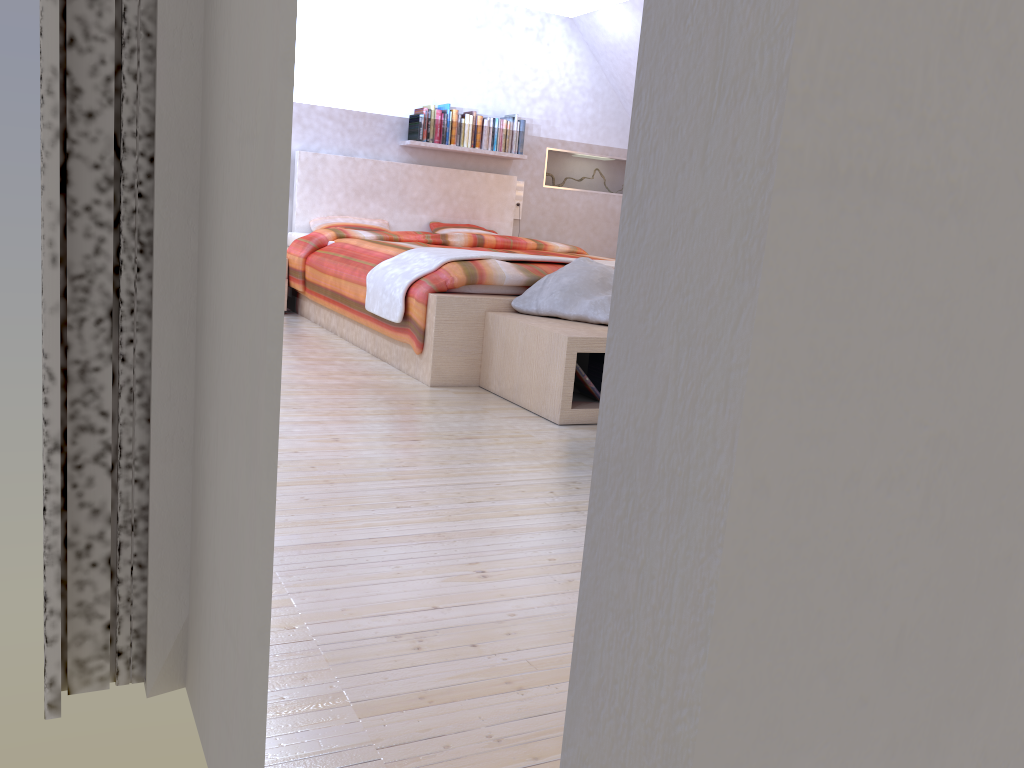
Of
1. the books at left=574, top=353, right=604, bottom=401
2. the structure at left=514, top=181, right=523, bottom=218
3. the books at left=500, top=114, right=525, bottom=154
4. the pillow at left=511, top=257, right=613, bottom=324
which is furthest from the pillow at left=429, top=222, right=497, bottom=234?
the books at left=574, top=353, right=604, bottom=401

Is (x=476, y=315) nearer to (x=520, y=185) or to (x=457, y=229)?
(x=457, y=229)

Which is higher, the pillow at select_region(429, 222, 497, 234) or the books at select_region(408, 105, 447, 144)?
the books at select_region(408, 105, 447, 144)

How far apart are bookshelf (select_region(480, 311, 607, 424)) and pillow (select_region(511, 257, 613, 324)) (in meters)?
0.03

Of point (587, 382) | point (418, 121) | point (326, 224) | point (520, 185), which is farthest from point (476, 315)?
point (520, 185)

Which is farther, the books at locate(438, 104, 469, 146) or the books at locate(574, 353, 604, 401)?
the books at locate(438, 104, 469, 146)

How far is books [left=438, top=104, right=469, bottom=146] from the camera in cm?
624

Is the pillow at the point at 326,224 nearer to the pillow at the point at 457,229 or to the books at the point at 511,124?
the pillow at the point at 457,229

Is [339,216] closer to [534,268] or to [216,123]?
[534,268]

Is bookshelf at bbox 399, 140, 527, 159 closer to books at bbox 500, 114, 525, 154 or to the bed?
books at bbox 500, 114, 525, 154
